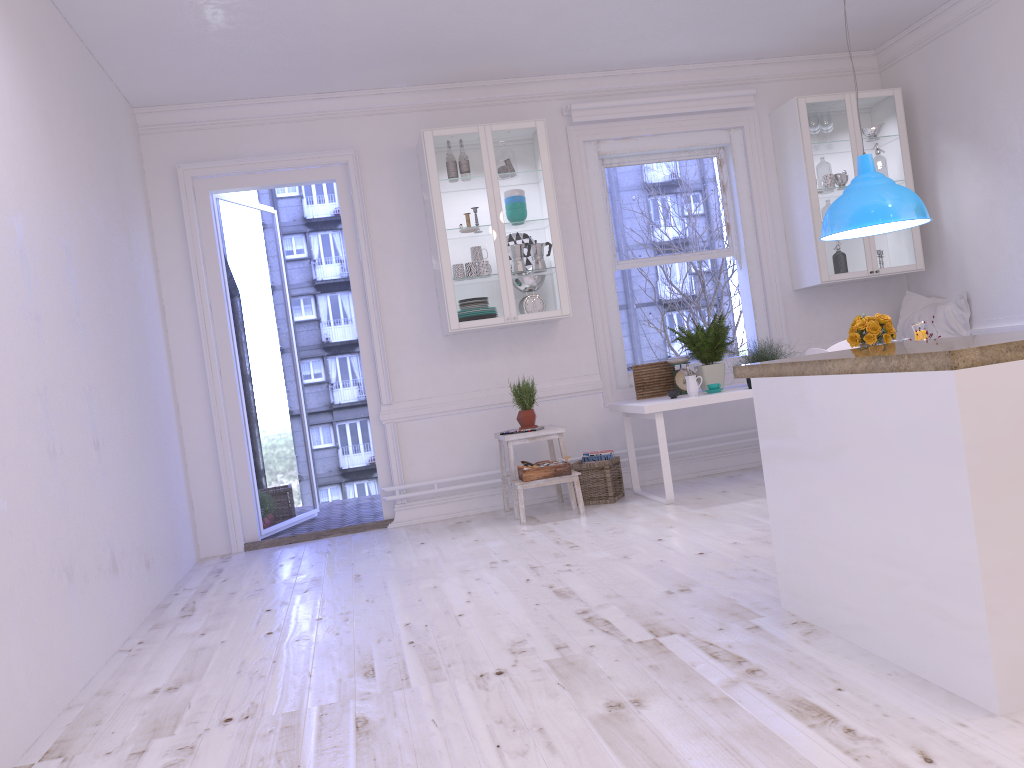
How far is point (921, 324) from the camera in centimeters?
457cm

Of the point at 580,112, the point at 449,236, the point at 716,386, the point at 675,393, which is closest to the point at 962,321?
the point at 716,386

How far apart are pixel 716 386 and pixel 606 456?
0.9 meters

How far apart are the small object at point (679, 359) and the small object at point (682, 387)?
0.08m

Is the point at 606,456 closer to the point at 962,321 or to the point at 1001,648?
the point at 962,321

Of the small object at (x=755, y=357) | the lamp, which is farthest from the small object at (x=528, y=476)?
the lamp

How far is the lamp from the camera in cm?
450

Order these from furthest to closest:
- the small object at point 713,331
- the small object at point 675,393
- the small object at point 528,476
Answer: the small object at point 713,331
the small object at point 675,393
the small object at point 528,476

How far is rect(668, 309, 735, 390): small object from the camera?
5.76m

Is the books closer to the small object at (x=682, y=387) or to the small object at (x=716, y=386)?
the small object at (x=682, y=387)
